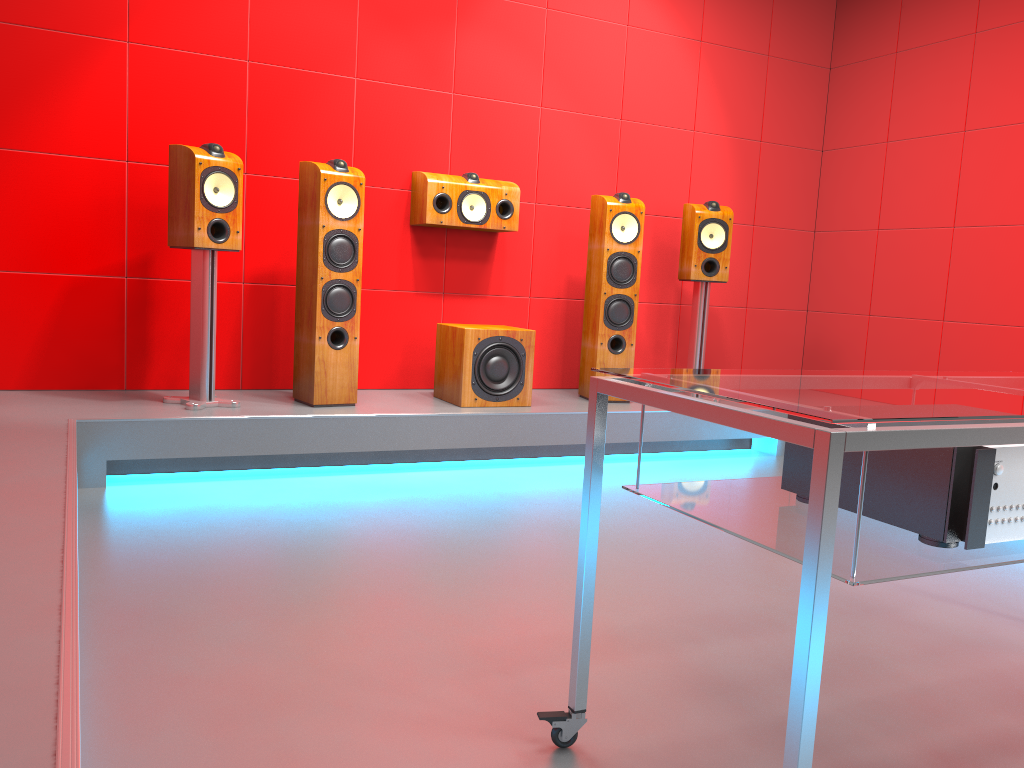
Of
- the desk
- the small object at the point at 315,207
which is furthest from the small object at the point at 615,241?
the desk

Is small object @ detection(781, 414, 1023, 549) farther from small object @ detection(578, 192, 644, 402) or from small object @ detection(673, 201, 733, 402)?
small object @ detection(673, 201, 733, 402)

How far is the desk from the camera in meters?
1.1

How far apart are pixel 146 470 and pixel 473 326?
1.56m

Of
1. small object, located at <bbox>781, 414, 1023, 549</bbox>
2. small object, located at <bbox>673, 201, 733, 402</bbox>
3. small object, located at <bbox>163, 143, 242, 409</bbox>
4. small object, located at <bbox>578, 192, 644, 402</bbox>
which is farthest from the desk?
small object, located at <bbox>673, 201, 733, 402</bbox>

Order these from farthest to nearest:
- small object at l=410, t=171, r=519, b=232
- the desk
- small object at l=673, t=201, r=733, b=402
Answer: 1. small object at l=673, t=201, r=733, b=402
2. small object at l=410, t=171, r=519, b=232
3. the desk

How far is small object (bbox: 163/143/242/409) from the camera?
3.5m

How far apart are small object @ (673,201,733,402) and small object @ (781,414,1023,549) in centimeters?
317cm

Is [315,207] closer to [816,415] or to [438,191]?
[438,191]

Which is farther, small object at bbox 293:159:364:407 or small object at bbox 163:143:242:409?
small object at bbox 293:159:364:407
